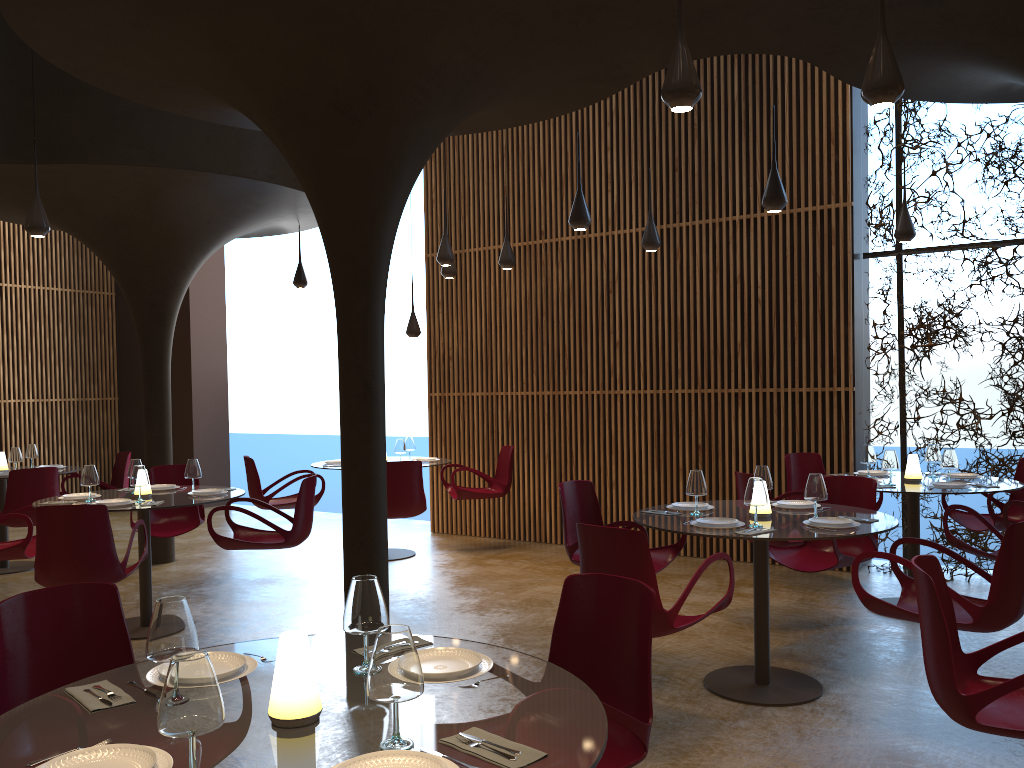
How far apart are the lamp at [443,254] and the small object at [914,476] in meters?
4.9

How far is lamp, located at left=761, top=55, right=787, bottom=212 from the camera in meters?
6.8 m

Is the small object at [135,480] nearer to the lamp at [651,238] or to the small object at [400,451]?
the small object at [400,451]

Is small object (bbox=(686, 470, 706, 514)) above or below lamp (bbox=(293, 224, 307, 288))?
below

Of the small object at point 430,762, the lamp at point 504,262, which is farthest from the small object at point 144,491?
the small object at point 430,762

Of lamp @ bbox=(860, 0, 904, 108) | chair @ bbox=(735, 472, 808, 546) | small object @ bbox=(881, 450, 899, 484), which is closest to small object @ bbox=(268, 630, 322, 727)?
lamp @ bbox=(860, 0, 904, 108)

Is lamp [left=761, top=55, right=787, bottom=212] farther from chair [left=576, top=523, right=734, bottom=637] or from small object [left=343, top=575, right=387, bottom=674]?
small object [left=343, top=575, right=387, bottom=674]

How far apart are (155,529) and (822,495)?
6.36m

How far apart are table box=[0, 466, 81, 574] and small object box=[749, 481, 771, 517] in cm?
827

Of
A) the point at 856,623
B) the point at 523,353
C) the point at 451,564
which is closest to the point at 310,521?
the point at 451,564
